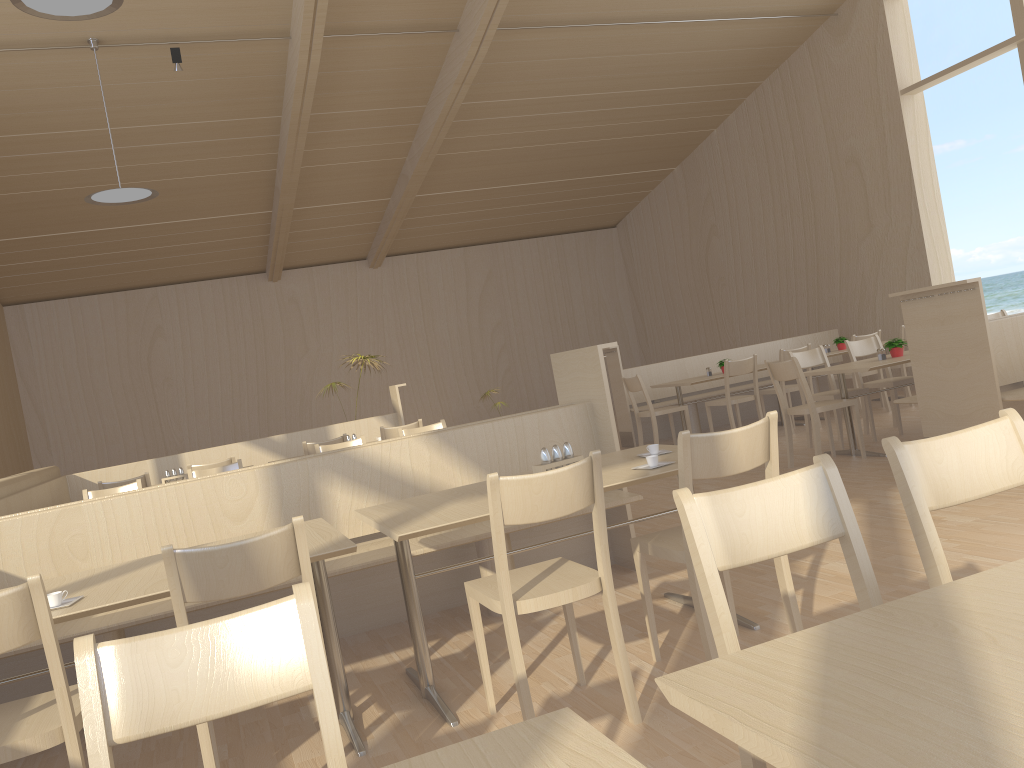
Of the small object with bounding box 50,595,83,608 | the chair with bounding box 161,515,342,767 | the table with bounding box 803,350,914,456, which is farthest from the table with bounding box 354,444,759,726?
the table with bounding box 803,350,914,456

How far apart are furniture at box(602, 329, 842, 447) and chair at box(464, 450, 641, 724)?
6.4 meters

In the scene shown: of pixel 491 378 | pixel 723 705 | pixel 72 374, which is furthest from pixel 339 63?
pixel 723 705

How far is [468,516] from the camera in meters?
2.7

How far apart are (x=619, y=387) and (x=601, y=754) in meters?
8.5

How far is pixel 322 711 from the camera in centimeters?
130cm

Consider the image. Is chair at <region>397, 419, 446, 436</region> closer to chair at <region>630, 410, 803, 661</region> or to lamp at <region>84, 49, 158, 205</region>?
chair at <region>630, 410, 803, 661</region>

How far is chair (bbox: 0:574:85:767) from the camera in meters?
2.0 m

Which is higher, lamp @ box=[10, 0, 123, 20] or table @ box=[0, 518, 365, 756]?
lamp @ box=[10, 0, 123, 20]

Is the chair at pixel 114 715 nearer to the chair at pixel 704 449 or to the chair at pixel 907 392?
the chair at pixel 704 449
